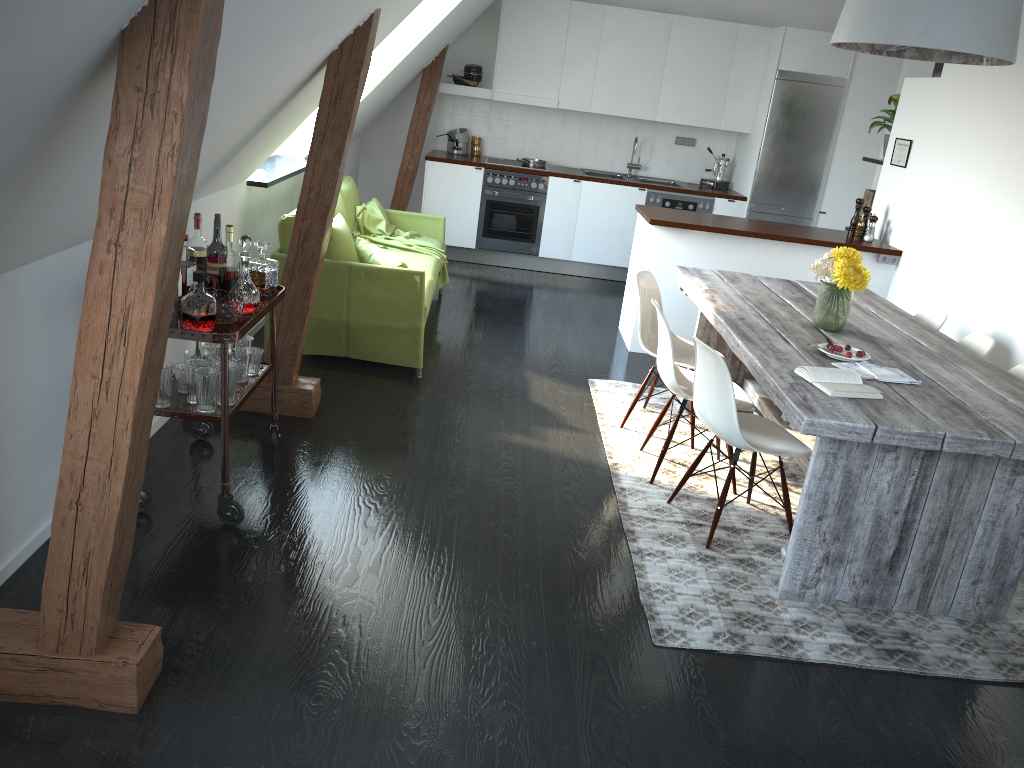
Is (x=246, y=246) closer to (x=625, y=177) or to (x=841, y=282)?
(x=841, y=282)

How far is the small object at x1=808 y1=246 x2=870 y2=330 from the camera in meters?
3.8

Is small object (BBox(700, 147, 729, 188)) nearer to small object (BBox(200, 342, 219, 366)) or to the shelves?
the shelves

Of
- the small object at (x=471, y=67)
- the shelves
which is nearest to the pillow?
the shelves

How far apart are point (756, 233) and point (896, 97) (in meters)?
1.69

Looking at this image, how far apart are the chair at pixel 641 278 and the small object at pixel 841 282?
0.68m

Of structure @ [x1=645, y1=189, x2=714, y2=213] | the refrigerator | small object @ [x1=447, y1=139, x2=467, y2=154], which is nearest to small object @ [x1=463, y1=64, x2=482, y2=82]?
small object @ [x1=447, y1=139, x2=467, y2=154]

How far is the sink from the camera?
8.4 meters

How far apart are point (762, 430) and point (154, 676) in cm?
248

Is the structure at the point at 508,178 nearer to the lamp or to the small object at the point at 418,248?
the small object at the point at 418,248
